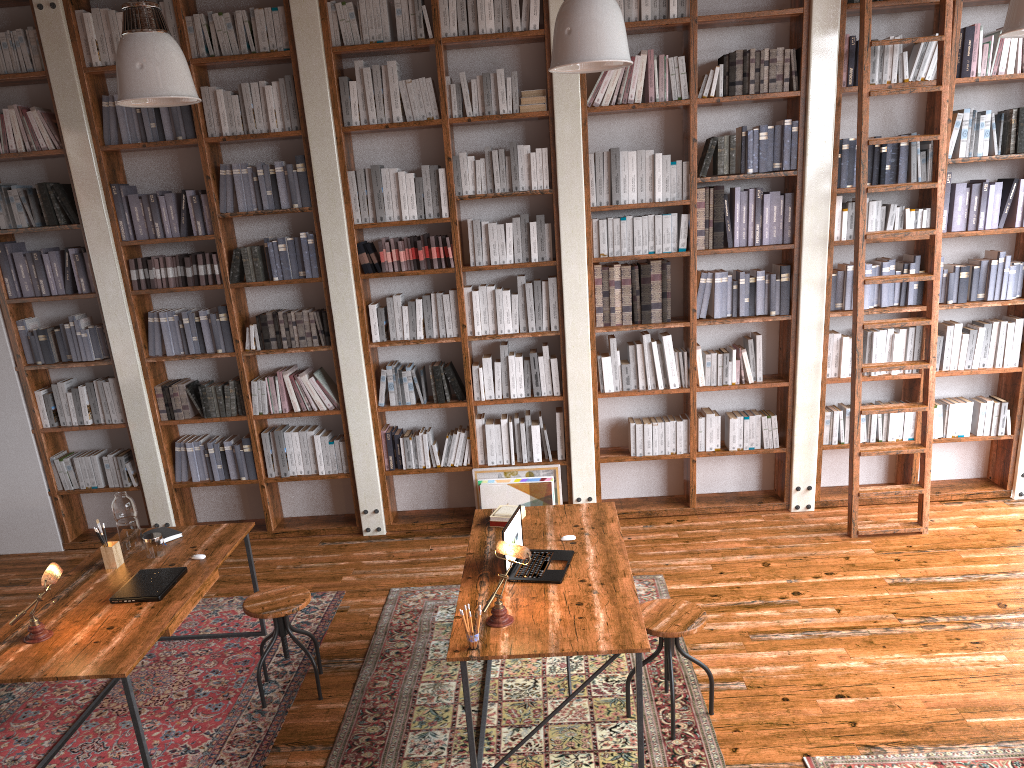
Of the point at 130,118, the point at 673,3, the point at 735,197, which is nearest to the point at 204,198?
the point at 130,118

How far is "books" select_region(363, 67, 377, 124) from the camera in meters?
5.5

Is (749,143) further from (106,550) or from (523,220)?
(106,550)

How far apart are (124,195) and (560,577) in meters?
4.0 m

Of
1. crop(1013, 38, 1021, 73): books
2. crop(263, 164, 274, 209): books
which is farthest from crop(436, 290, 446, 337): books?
crop(1013, 38, 1021, 73): books

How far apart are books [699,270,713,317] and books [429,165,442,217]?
1.8m

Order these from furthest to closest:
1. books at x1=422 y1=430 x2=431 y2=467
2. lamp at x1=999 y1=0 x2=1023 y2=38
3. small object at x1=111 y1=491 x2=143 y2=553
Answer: books at x1=422 y1=430 x2=431 y2=467 < small object at x1=111 y1=491 x2=143 y2=553 < lamp at x1=999 y1=0 x2=1023 y2=38

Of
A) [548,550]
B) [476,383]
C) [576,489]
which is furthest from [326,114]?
[548,550]

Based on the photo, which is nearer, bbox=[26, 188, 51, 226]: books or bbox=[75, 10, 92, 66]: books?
bbox=[75, 10, 92, 66]: books

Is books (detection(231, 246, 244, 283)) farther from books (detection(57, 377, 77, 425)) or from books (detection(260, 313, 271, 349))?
books (detection(57, 377, 77, 425))
